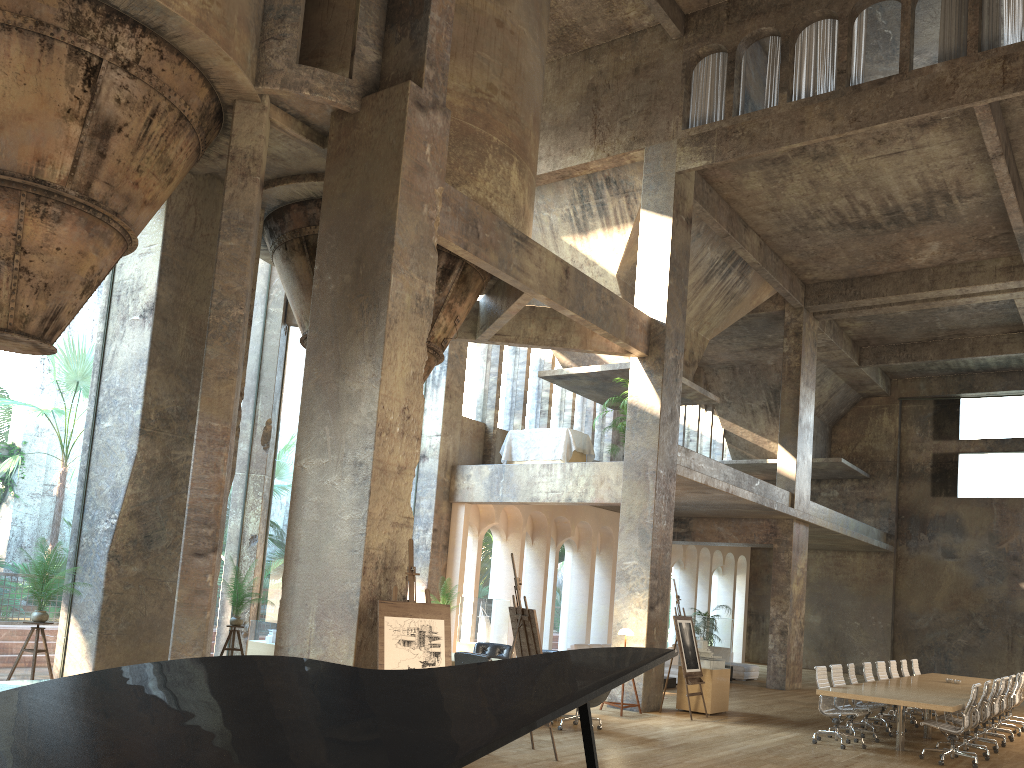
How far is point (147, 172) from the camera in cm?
864

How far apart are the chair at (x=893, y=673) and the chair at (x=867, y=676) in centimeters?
162cm

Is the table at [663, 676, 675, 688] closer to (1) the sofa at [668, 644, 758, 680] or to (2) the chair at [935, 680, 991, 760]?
(1) the sofa at [668, 644, 758, 680]

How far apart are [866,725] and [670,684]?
5.14m

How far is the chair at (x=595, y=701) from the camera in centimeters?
1085cm

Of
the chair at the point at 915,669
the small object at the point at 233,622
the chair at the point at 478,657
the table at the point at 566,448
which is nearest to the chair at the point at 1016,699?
the chair at the point at 915,669

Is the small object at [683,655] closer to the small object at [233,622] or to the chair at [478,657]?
the chair at [478,657]

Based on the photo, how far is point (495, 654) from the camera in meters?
13.1

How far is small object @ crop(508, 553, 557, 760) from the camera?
8.9 meters

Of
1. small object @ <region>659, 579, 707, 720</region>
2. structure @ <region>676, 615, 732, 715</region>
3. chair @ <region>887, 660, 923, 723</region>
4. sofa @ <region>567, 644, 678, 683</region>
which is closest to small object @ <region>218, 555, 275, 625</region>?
small object @ <region>659, 579, 707, 720</region>
